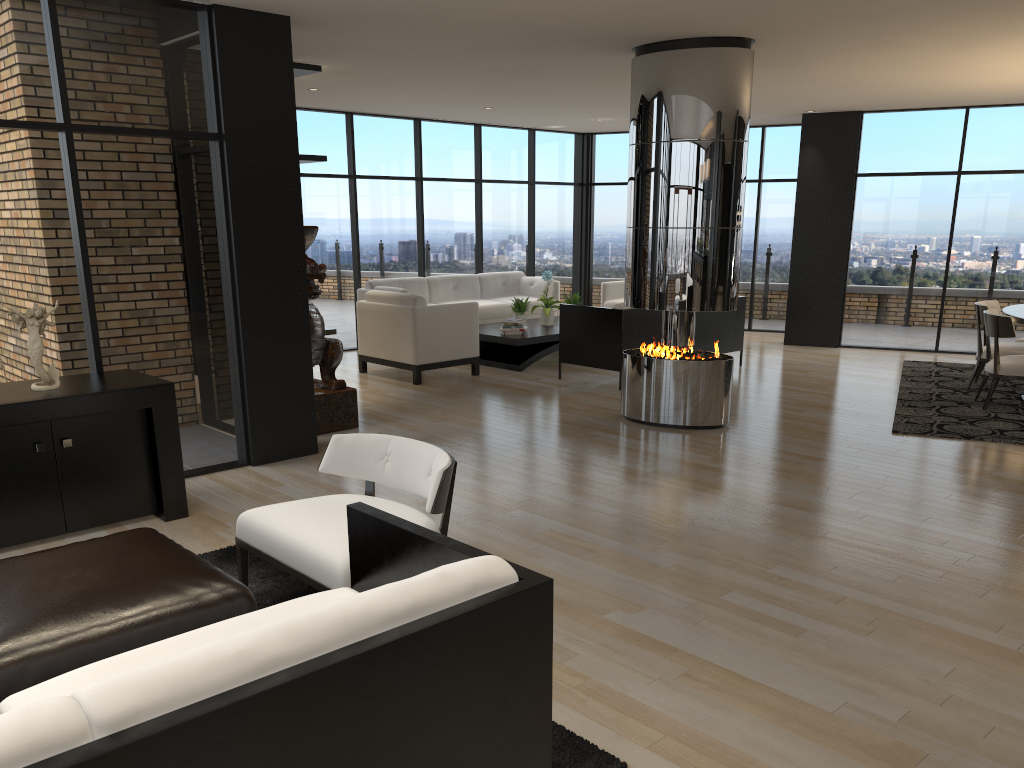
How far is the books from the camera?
9.6 meters

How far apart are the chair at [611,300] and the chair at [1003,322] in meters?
4.9 m

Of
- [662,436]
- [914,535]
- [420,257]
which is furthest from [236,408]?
[420,257]

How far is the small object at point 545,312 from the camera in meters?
10.2 m

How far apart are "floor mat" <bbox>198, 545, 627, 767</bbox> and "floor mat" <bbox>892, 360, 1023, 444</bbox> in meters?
4.7 m

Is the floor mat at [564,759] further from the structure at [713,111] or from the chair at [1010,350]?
the chair at [1010,350]

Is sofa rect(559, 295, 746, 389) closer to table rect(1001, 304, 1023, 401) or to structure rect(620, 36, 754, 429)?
structure rect(620, 36, 754, 429)

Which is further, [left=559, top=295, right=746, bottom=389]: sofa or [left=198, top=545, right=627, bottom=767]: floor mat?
[left=559, top=295, right=746, bottom=389]: sofa

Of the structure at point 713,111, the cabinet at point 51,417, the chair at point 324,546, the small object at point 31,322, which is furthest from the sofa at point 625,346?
the small object at point 31,322

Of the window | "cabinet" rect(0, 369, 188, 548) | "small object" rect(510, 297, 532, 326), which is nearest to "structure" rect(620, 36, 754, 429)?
the window
